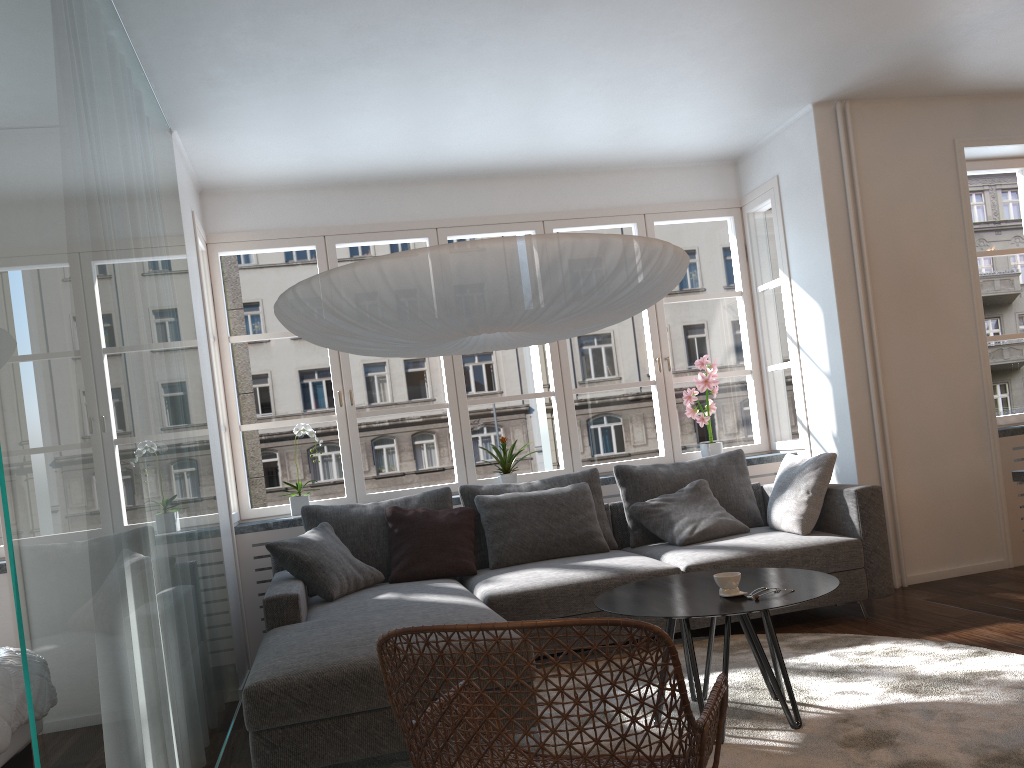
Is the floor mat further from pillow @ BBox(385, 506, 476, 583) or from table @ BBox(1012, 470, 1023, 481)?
pillow @ BBox(385, 506, 476, 583)

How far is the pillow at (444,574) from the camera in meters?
4.5

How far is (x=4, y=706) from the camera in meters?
3.0 m

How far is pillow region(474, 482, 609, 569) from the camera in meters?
4.6

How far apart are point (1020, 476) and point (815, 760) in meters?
2.0

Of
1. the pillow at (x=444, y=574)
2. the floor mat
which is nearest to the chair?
the floor mat

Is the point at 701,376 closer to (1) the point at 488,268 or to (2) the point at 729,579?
(2) the point at 729,579

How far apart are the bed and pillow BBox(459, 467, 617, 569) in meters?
2.2 m

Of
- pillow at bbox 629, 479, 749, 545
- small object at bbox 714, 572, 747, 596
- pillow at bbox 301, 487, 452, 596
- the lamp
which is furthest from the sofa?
the lamp

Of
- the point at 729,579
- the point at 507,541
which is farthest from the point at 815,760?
the point at 507,541
